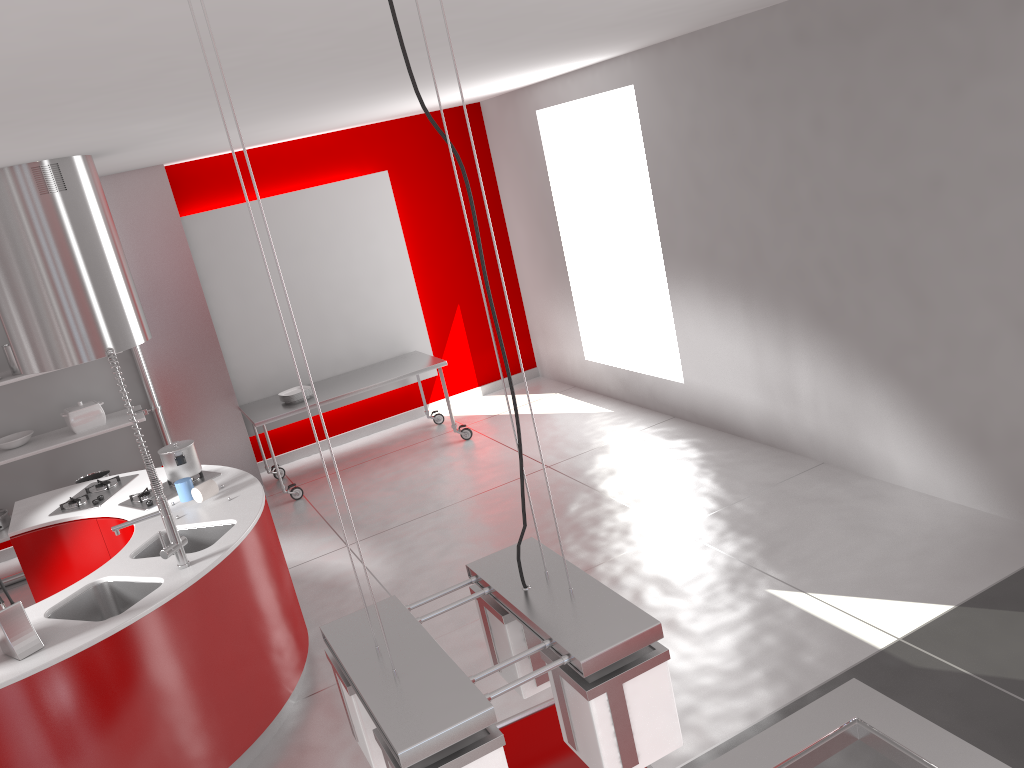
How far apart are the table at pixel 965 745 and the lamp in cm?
80

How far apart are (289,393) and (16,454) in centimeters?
189cm

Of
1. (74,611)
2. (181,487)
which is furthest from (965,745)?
(181,487)

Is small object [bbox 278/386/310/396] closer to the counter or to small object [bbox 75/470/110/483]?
small object [bbox 75/470/110/483]

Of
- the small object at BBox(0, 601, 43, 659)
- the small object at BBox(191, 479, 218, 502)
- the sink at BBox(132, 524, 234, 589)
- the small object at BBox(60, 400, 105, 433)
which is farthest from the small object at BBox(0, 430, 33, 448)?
the small object at BBox(0, 601, 43, 659)

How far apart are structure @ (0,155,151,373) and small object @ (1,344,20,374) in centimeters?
190cm

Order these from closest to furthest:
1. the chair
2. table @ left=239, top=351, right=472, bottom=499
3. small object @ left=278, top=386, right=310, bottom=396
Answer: the chair → table @ left=239, top=351, right=472, bottom=499 → small object @ left=278, top=386, right=310, bottom=396

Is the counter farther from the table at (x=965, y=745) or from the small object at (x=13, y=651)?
the table at (x=965, y=745)

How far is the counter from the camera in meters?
3.1 m

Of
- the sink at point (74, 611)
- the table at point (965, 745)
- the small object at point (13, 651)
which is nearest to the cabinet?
the sink at point (74, 611)
